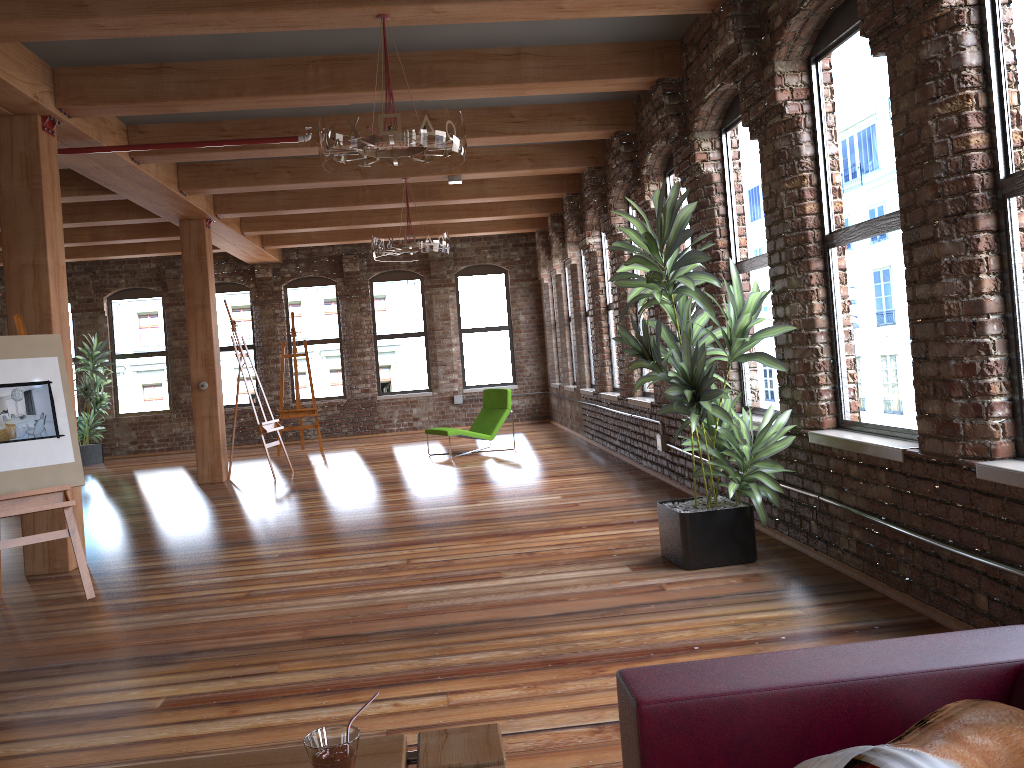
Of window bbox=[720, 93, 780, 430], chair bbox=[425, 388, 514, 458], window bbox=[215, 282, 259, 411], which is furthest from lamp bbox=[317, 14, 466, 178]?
window bbox=[215, 282, 259, 411]

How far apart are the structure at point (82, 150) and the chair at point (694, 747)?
6.0m

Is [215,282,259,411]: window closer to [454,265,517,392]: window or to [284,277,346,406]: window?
[284,277,346,406]: window

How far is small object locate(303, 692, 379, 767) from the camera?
1.17m

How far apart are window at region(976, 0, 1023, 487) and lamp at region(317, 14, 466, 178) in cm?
243

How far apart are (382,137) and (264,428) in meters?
6.5

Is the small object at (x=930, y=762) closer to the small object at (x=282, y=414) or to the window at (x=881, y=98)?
the window at (x=881, y=98)

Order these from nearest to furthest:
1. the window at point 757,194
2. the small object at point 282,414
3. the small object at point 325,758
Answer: the small object at point 325,758 → the window at point 757,194 → the small object at point 282,414

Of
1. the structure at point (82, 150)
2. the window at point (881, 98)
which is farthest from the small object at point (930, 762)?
the structure at point (82, 150)

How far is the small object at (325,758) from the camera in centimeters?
117cm
